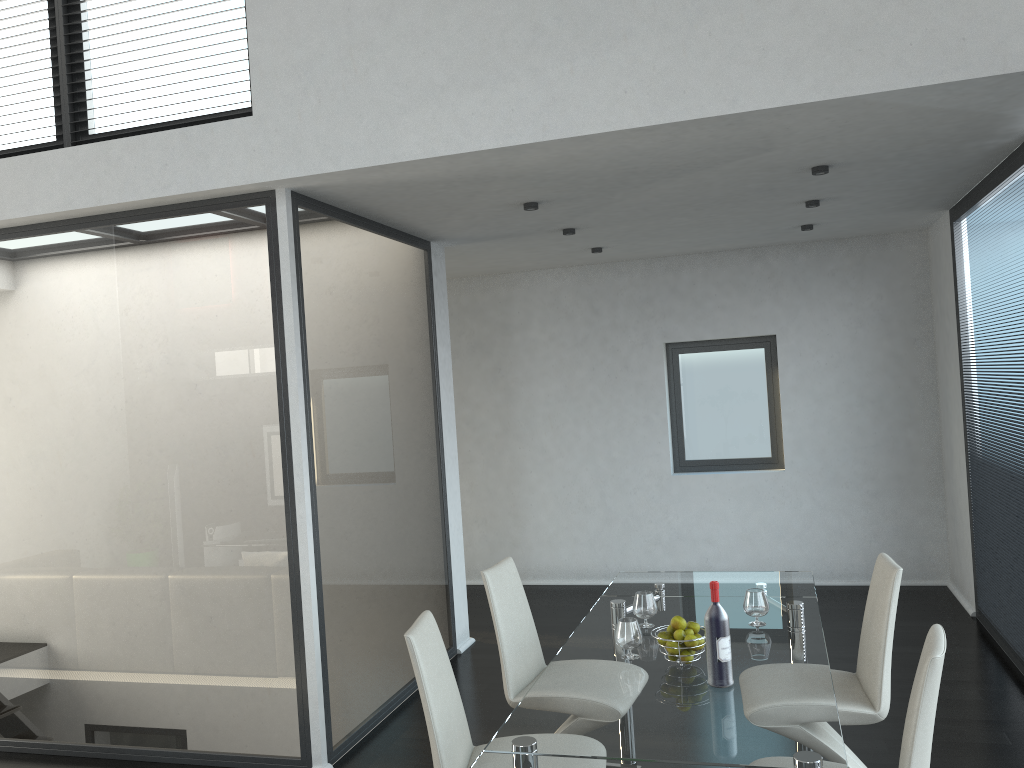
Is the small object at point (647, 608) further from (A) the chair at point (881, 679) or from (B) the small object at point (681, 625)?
(A) the chair at point (881, 679)

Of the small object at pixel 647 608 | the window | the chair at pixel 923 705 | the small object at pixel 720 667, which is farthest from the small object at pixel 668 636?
the window

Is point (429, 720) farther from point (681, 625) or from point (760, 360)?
point (760, 360)

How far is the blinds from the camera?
4.72m

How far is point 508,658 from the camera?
3.6m

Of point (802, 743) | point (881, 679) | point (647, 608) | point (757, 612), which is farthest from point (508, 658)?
point (802, 743)

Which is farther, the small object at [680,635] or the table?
the small object at [680,635]

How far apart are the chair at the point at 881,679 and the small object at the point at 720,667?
0.7 meters

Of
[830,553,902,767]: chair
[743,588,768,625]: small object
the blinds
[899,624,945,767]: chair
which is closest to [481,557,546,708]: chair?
[743,588,768,625]: small object

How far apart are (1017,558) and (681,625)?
2.7m
